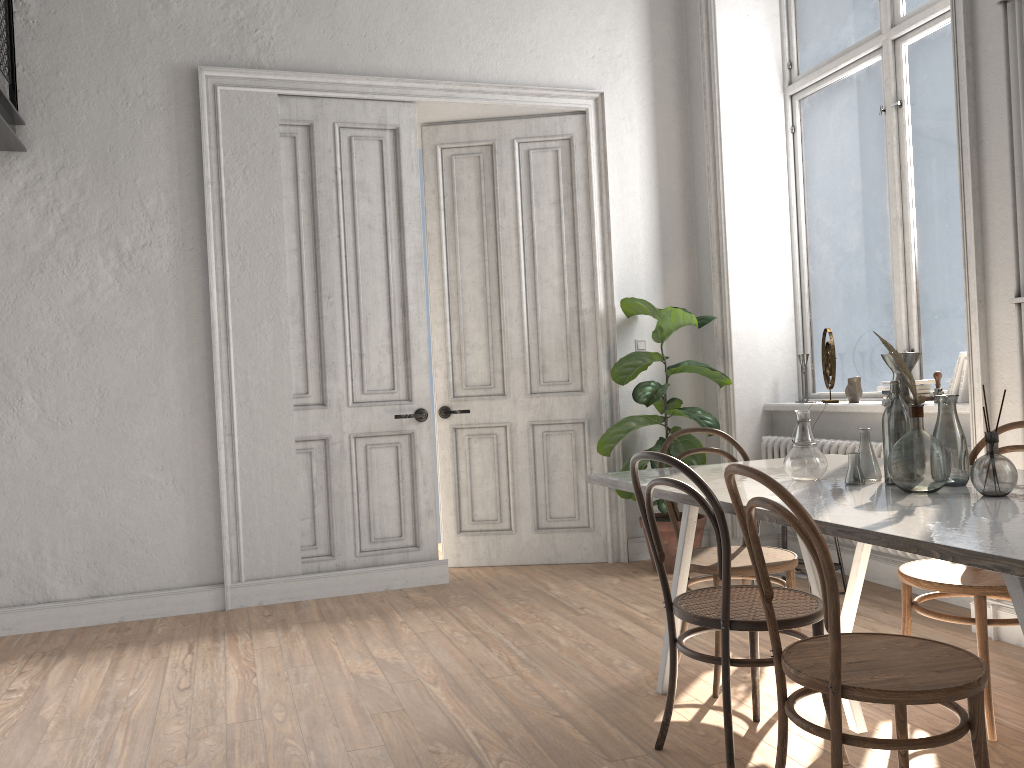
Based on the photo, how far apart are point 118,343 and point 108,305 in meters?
0.2

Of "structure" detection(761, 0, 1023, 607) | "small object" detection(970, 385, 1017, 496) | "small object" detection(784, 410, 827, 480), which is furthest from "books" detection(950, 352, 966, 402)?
"small object" detection(970, 385, 1017, 496)

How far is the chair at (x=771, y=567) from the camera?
3.1 meters

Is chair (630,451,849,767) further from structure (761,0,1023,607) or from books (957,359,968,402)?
books (957,359,968,402)

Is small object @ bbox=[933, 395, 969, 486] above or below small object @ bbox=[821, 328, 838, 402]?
below

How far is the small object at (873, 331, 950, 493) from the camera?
2.3m

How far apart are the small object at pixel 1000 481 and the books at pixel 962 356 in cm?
201

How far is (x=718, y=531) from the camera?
2.4 meters

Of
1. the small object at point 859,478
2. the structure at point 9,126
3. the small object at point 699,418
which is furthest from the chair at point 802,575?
the structure at point 9,126

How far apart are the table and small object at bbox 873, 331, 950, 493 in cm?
2
